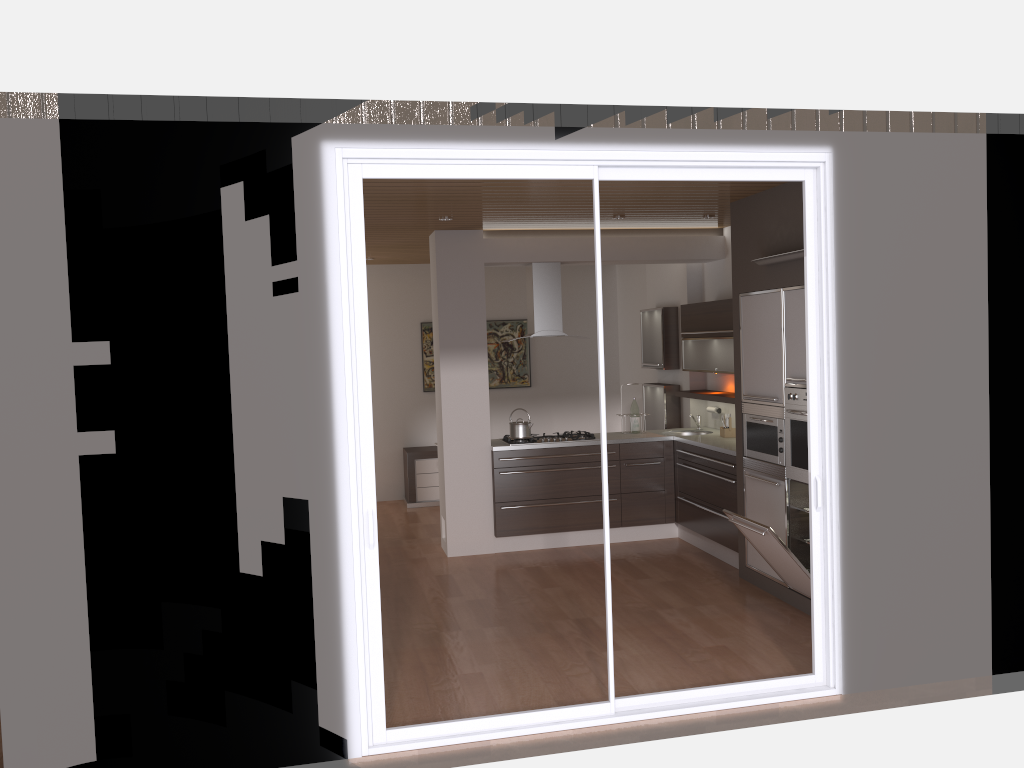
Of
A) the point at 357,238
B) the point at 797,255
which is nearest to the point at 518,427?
the point at 797,255

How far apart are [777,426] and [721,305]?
1.7m

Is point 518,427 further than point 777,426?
Yes

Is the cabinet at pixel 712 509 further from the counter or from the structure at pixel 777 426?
the structure at pixel 777 426

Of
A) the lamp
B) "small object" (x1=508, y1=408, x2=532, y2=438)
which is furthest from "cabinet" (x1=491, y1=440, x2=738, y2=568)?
the lamp

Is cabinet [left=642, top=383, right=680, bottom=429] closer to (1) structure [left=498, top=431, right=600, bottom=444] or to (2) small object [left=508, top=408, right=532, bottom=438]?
(1) structure [left=498, top=431, right=600, bottom=444]

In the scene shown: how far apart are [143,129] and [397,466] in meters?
6.9

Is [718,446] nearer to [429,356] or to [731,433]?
[731,433]

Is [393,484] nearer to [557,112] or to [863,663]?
[863,663]

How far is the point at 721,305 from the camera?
7.18m
